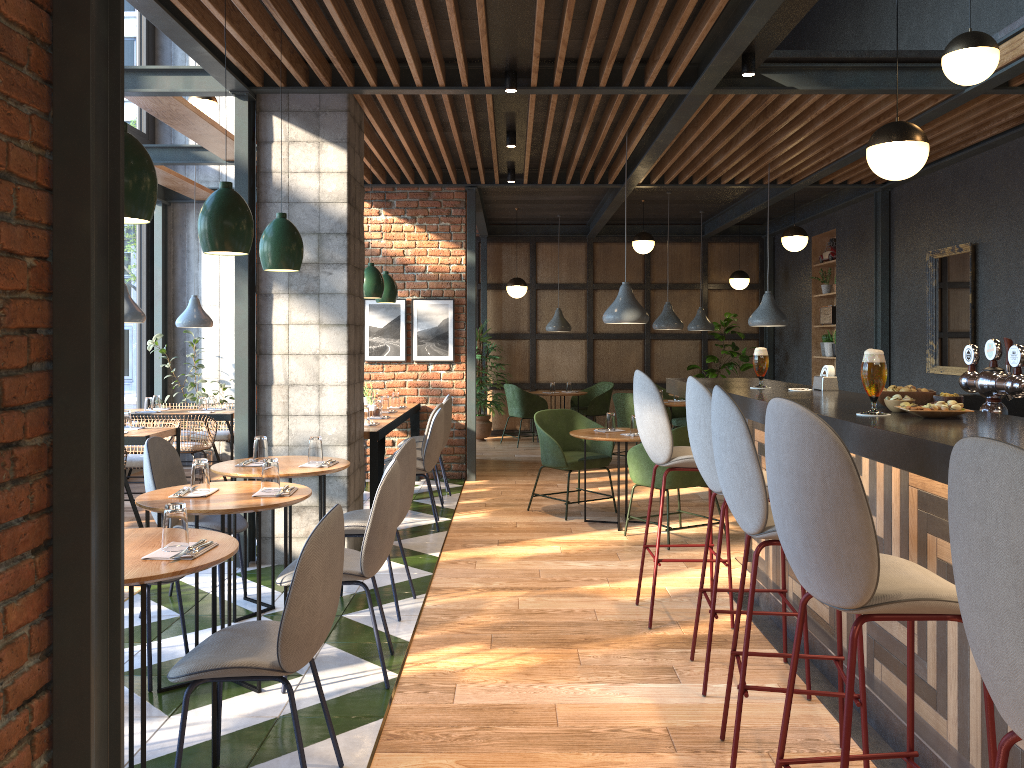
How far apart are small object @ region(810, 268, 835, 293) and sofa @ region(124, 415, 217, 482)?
7.4m

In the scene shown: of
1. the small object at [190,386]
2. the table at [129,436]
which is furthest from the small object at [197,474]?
the small object at [190,386]

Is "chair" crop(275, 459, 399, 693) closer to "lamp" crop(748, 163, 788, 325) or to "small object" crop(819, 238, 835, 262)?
"lamp" crop(748, 163, 788, 325)

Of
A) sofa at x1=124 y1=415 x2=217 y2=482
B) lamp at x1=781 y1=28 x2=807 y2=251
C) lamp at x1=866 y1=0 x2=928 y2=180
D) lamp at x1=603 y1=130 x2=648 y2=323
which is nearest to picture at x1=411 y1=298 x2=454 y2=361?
sofa at x1=124 y1=415 x2=217 y2=482

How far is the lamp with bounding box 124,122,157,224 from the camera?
2.6 meters

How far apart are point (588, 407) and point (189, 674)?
9.70m

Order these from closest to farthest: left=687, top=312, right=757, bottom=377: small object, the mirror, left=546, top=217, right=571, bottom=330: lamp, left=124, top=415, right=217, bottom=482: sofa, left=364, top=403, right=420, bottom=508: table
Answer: left=364, top=403, right=420, bottom=508: table → the mirror → left=124, top=415, right=217, bottom=482: sofa → left=546, top=217, right=571, bottom=330: lamp → left=687, top=312, right=757, bottom=377: small object

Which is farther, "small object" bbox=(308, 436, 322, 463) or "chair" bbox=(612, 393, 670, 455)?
"chair" bbox=(612, 393, 670, 455)

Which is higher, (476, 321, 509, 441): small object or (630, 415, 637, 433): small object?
(630, 415, 637, 433): small object

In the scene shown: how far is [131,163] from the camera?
2.6m
